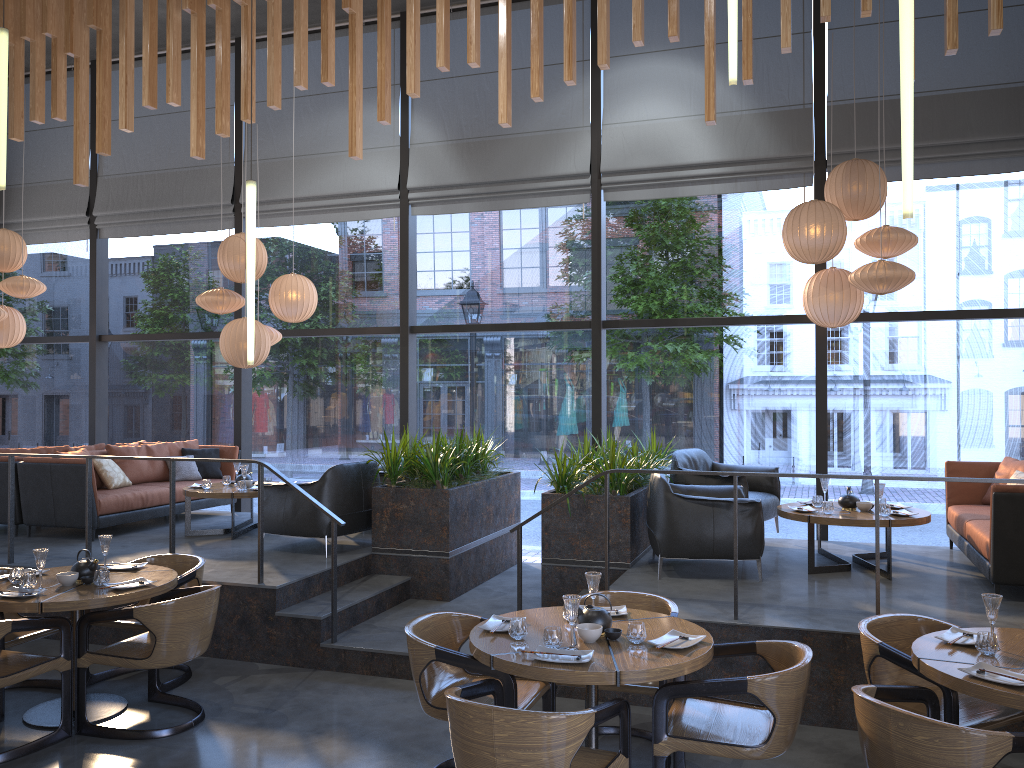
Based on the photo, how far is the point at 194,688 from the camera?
5.6m

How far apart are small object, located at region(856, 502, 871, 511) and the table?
0.04m

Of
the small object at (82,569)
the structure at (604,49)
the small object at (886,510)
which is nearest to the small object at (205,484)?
the structure at (604,49)

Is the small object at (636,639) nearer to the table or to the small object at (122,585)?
the table

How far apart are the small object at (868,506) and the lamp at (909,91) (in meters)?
3.84

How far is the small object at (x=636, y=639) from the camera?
3.9m

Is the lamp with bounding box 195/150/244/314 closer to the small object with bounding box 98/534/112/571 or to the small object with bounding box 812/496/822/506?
the small object with bounding box 98/534/112/571

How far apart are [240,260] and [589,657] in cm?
601

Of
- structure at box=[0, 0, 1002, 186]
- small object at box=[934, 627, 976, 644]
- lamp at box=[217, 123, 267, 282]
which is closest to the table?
small object at box=[934, 627, 976, 644]

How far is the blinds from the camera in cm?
767
